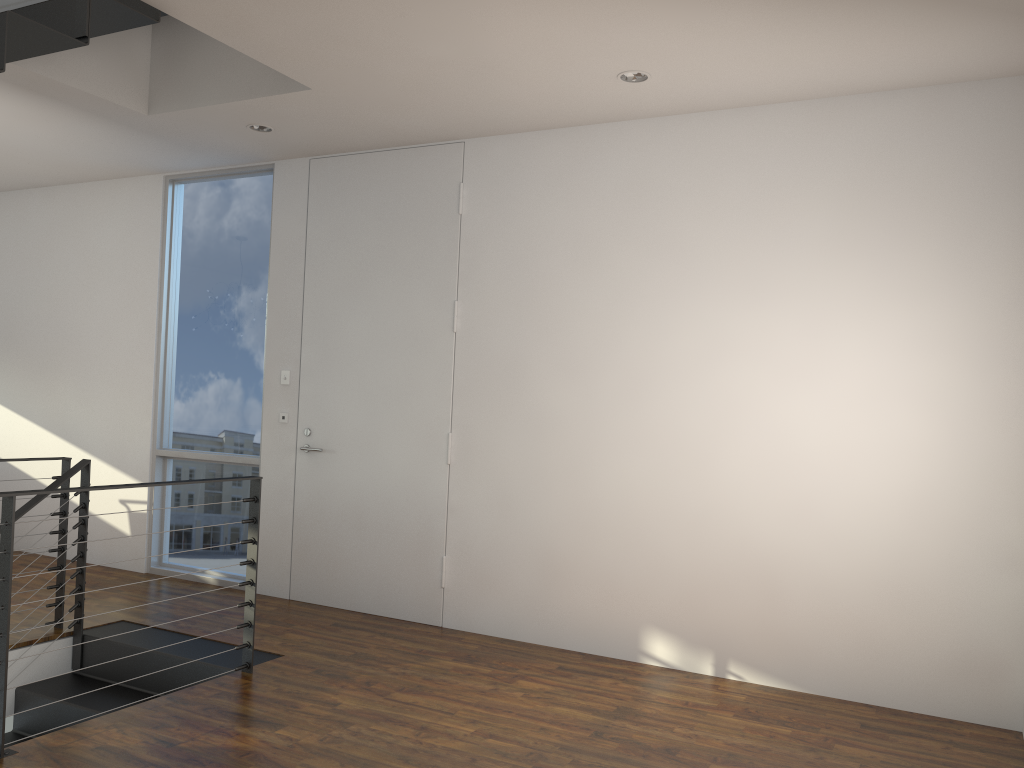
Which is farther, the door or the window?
the window

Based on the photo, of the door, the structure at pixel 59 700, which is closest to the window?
the door

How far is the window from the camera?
4.6 meters

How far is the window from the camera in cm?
465

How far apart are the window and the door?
0.3m

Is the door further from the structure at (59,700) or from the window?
the structure at (59,700)

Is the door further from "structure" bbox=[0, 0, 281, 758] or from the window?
"structure" bbox=[0, 0, 281, 758]

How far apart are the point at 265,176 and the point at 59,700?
2.91m

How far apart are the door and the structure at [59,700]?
0.8 meters

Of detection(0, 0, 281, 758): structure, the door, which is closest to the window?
the door
